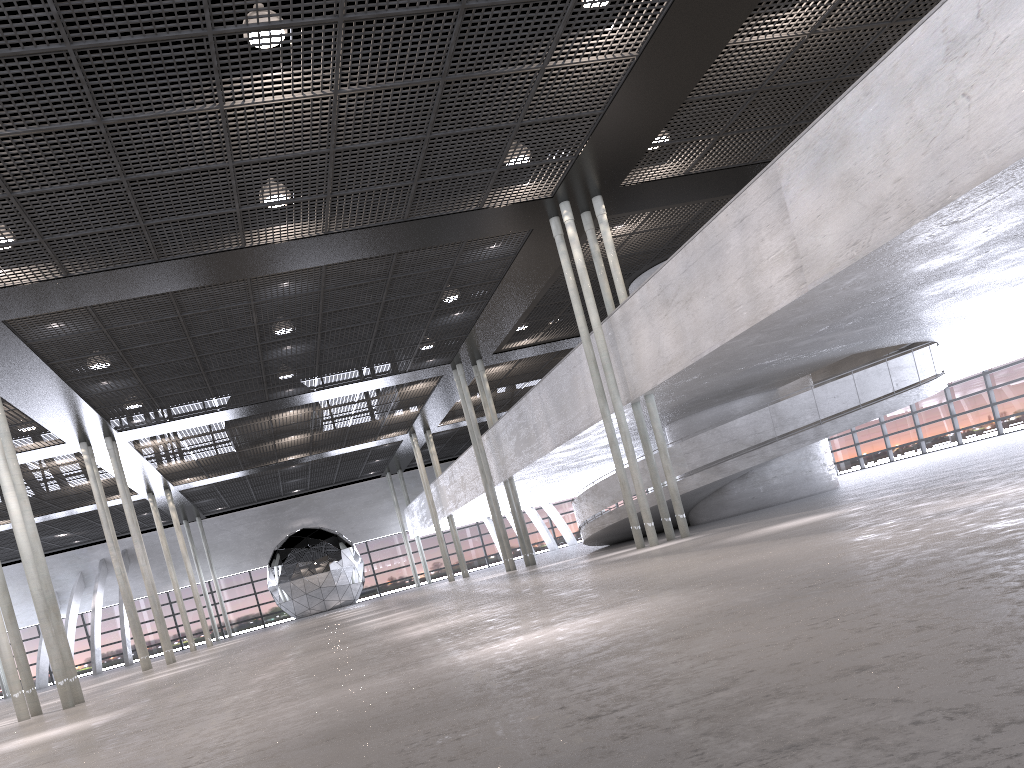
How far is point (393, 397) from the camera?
27.1 meters
